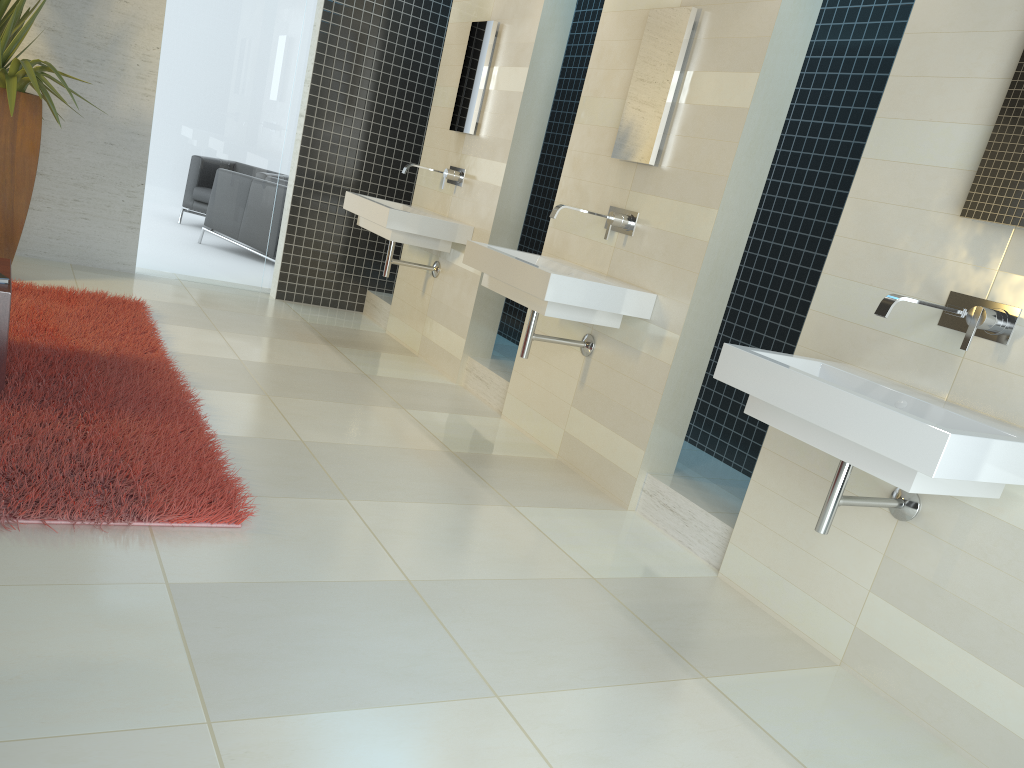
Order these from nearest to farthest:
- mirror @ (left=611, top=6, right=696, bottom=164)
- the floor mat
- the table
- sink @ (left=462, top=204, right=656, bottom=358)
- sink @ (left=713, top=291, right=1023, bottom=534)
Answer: sink @ (left=713, top=291, right=1023, bottom=534)
the floor mat
the table
sink @ (left=462, top=204, right=656, bottom=358)
mirror @ (left=611, top=6, right=696, bottom=164)

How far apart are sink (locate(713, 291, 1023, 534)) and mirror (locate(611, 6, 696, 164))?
1.6 meters

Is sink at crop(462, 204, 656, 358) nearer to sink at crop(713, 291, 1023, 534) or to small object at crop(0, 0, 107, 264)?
sink at crop(713, 291, 1023, 534)

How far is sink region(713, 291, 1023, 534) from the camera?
2.2m

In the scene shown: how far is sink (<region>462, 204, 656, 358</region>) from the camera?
3.83m

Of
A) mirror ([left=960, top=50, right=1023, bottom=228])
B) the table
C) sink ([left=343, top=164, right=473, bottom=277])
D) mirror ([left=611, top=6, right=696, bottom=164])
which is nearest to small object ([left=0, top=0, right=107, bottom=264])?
the table

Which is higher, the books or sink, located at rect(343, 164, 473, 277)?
sink, located at rect(343, 164, 473, 277)

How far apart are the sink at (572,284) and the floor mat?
1.46m

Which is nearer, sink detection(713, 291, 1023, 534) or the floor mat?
sink detection(713, 291, 1023, 534)

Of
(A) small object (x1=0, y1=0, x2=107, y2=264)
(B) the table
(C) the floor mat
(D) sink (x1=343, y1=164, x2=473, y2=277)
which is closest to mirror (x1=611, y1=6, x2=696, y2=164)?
(D) sink (x1=343, y1=164, x2=473, y2=277)
